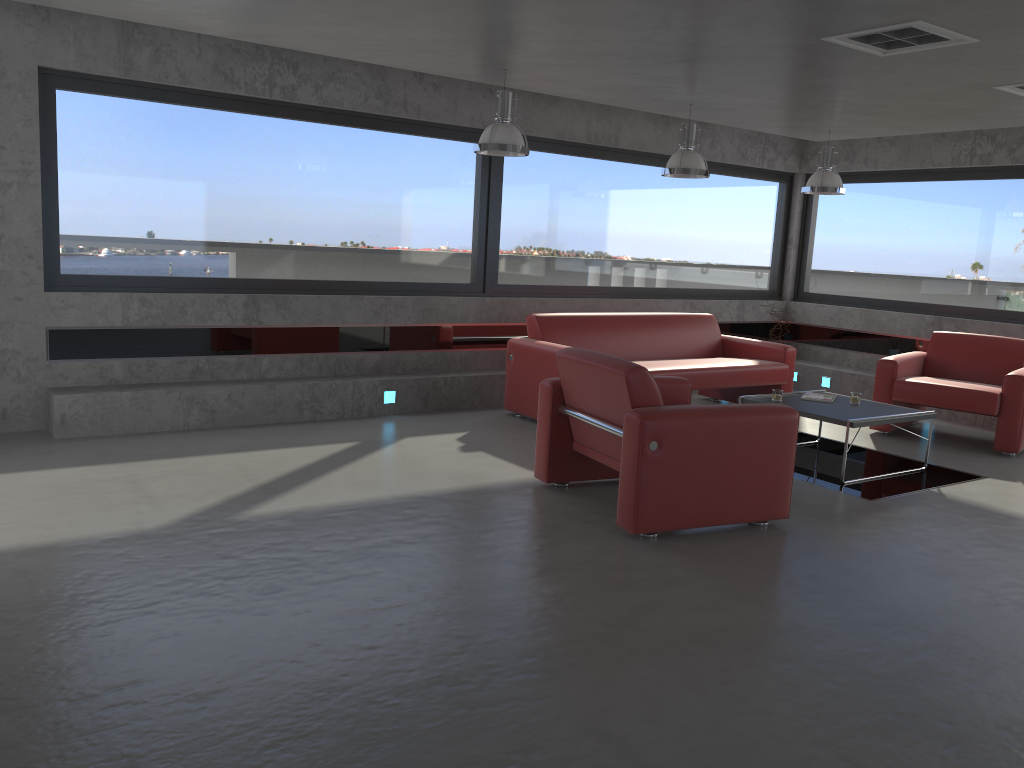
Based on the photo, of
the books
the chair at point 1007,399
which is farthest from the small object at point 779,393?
the chair at point 1007,399

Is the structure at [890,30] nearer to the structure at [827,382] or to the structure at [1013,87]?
the structure at [1013,87]

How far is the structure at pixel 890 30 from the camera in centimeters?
452cm

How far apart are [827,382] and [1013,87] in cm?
439

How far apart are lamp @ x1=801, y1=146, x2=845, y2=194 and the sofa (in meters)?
1.44

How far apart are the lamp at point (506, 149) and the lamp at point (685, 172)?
1.44m

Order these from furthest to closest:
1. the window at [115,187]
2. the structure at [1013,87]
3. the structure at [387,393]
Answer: the structure at [387,393]
the window at [115,187]
the structure at [1013,87]

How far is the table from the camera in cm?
598

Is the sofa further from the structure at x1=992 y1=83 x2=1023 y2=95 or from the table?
the structure at x1=992 y1=83 x2=1023 y2=95

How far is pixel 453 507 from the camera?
4.94m
